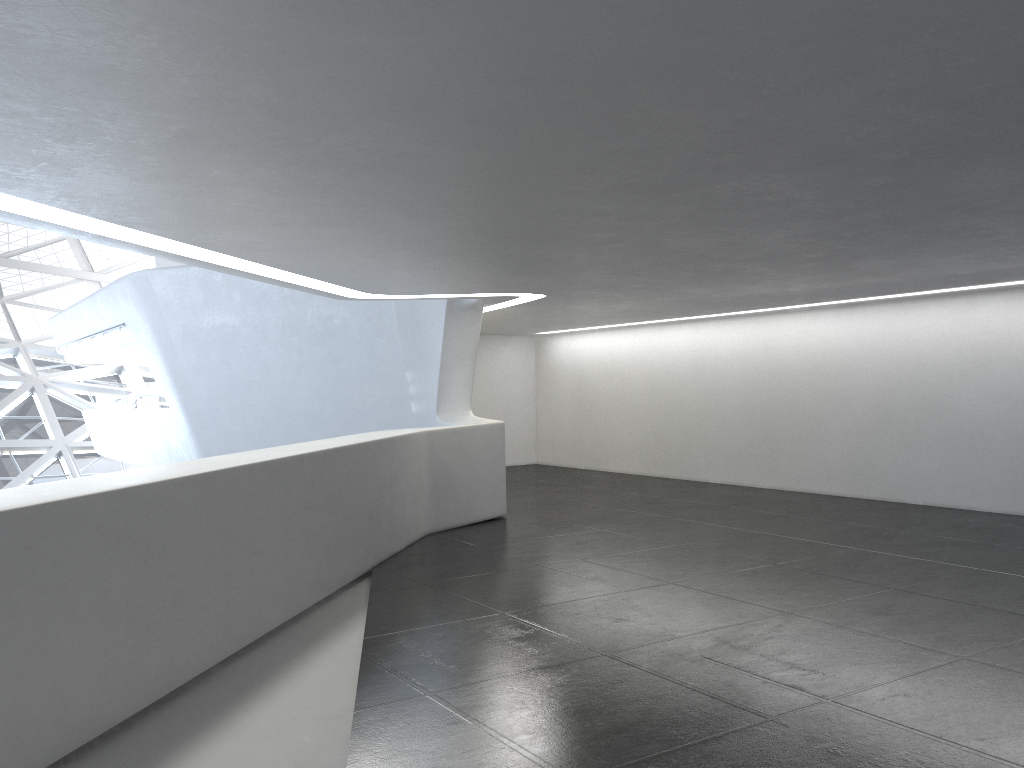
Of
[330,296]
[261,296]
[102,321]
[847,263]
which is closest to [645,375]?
[261,296]

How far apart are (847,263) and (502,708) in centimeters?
799cm
